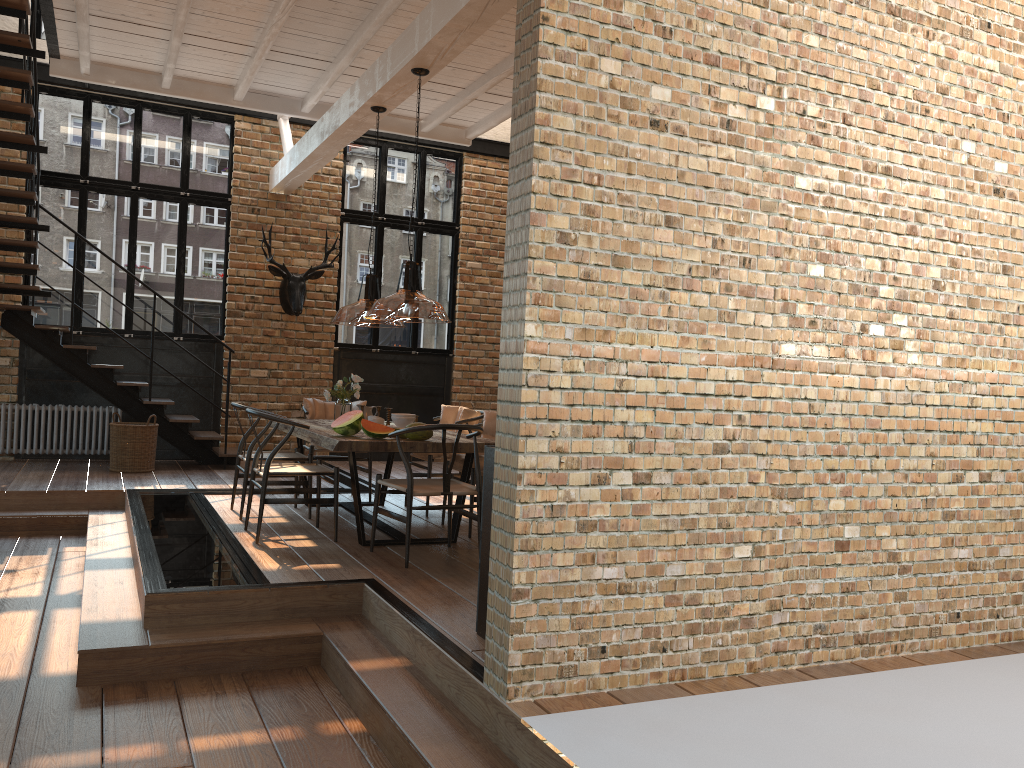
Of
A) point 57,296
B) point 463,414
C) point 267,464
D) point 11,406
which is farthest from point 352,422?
point 57,296

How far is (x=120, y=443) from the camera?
8.99m

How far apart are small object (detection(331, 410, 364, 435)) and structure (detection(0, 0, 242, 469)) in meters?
3.7

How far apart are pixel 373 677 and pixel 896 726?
2.1 meters

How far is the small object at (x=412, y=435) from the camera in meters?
5.8 m

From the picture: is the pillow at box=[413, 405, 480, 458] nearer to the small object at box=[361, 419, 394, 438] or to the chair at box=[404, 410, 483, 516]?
the chair at box=[404, 410, 483, 516]

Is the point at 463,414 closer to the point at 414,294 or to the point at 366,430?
the point at 366,430

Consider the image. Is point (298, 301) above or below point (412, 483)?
above

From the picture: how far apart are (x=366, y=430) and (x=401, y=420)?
0.7 meters

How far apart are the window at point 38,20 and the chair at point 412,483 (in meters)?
7.41
